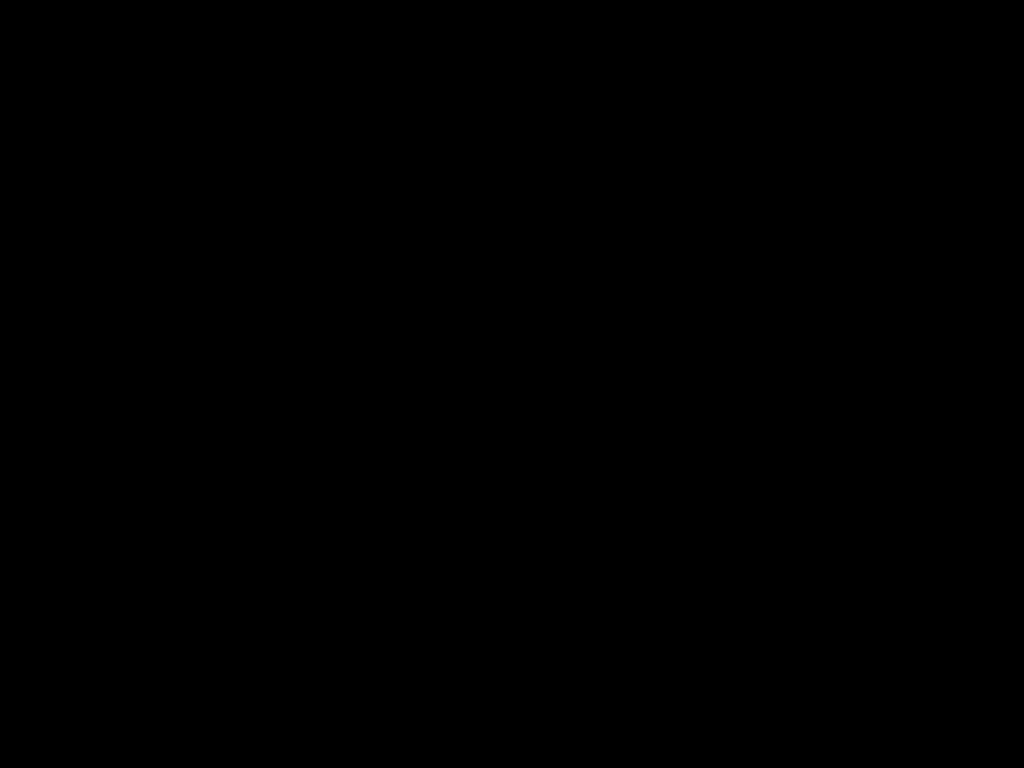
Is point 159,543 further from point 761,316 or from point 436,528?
point 436,528

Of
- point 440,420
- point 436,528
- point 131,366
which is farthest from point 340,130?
point 436,528
